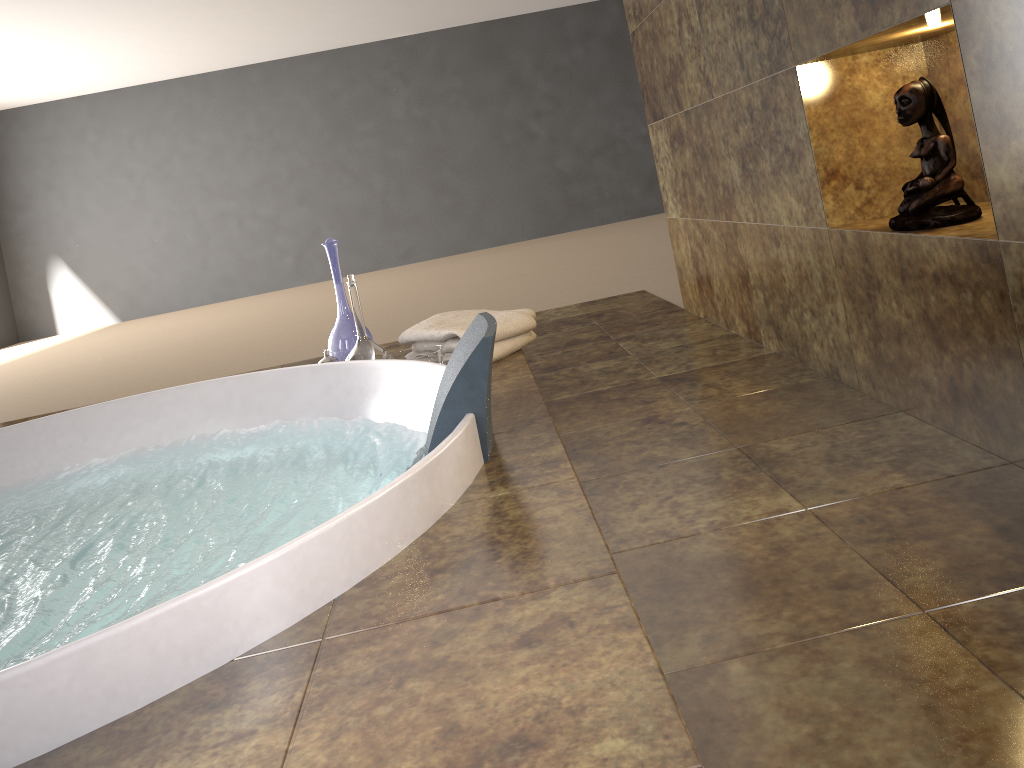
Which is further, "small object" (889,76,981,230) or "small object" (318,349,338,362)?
"small object" (318,349,338,362)

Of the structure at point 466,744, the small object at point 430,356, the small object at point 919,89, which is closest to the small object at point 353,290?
the small object at point 430,356

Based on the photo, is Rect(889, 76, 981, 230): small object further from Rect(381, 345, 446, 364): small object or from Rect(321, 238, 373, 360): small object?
Rect(321, 238, 373, 360): small object

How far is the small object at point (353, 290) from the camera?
2.4m

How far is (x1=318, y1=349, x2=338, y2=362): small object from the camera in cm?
242

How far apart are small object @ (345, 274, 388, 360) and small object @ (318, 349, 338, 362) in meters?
0.1

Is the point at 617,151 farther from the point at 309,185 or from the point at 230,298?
the point at 230,298

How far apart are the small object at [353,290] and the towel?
0.09m

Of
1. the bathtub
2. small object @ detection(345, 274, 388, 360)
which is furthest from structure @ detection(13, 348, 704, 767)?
small object @ detection(345, 274, 388, 360)

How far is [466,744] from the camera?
0.8m
